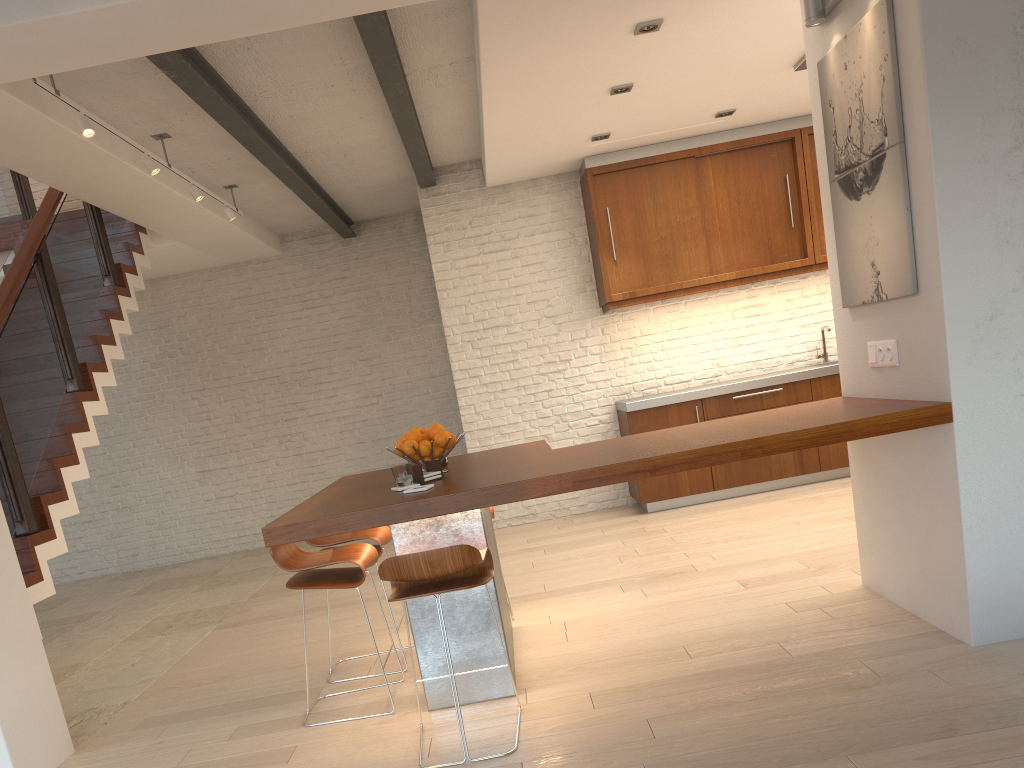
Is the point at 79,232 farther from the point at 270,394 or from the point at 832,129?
the point at 832,129

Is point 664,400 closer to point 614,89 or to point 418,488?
point 614,89

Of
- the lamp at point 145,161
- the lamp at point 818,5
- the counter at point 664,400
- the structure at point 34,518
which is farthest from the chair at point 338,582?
the counter at point 664,400

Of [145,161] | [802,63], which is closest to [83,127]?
[145,161]

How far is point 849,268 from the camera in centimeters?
380cm

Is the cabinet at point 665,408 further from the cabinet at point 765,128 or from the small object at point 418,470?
the small object at point 418,470

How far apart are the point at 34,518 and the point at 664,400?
4.46m

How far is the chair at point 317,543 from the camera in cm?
419

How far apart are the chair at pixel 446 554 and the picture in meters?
1.9 m

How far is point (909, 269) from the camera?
3.27m
